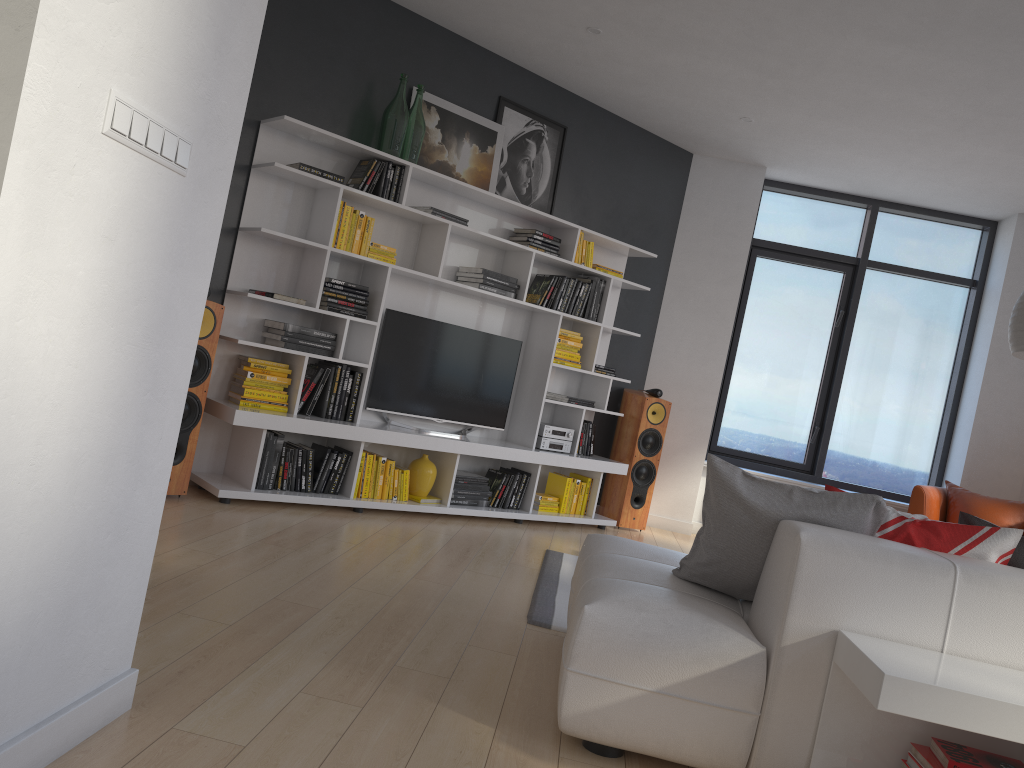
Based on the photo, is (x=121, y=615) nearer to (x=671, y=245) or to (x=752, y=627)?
(x=752, y=627)

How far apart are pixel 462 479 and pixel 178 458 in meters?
1.9 m

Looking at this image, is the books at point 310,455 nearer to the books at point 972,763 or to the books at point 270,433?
the books at point 270,433

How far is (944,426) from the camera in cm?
730

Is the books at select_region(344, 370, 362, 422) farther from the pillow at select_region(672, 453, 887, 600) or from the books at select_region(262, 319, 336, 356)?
the pillow at select_region(672, 453, 887, 600)

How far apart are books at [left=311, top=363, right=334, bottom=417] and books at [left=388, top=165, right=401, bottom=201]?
1.1m

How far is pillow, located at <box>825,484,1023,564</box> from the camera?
2.49m

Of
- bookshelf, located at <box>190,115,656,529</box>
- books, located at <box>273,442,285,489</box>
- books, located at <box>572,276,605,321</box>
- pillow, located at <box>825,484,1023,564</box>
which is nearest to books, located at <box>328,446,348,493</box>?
bookshelf, located at <box>190,115,656,529</box>

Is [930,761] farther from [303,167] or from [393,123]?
[393,123]

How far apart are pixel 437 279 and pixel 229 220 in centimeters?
124cm
